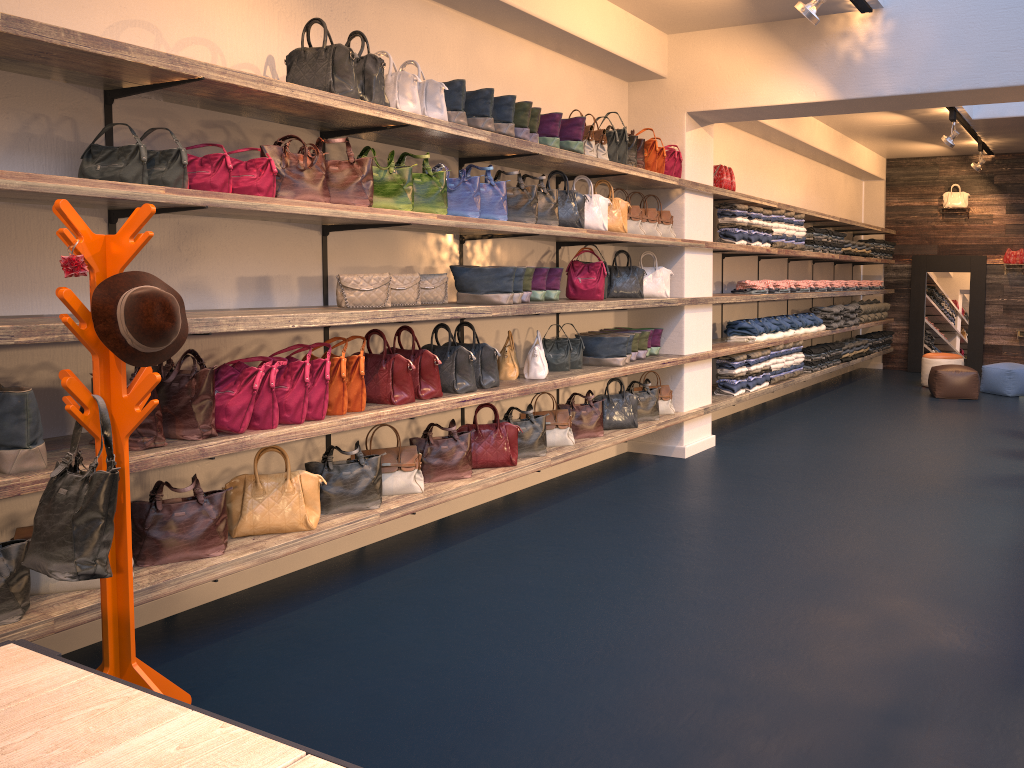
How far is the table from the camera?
1.5m

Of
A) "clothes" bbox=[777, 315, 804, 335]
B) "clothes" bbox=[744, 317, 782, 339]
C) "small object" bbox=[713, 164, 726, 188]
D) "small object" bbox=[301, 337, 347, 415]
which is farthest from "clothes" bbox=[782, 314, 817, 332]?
"small object" bbox=[301, 337, 347, 415]

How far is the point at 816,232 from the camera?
9.8 meters

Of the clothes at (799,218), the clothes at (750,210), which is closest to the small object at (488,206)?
the clothes at (750,210)

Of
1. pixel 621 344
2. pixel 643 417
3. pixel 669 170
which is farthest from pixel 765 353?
pixel 621 344

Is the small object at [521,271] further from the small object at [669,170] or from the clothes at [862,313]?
the clothes at [862,313]

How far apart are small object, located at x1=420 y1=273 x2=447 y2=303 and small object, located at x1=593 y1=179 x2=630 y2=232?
1.7 meters

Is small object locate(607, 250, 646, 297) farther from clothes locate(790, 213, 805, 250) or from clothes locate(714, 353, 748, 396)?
clothes locate(790, 213, 805, 250)

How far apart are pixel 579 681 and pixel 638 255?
4.59m

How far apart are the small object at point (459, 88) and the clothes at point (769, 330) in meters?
5.1 m
